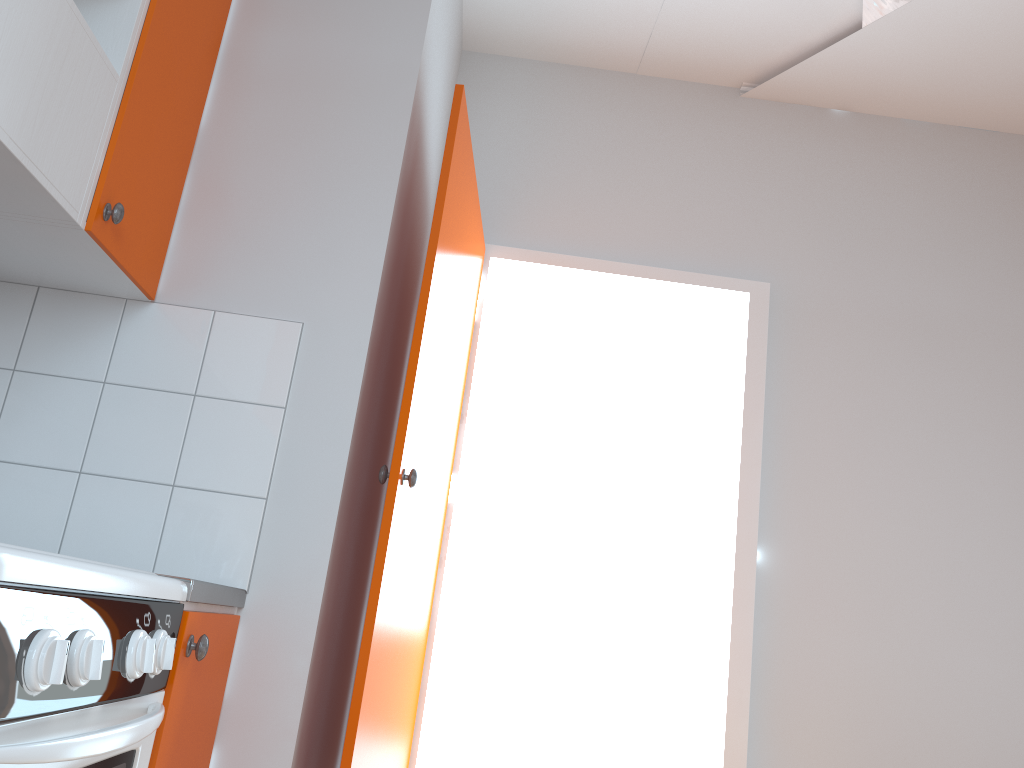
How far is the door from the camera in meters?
1.8 m

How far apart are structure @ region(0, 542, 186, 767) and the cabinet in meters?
0.0

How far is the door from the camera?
1.77m

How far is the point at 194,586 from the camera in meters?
1.4 m

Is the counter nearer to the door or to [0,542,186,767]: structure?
[0,542,186,767]: structure

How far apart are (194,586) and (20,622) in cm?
55

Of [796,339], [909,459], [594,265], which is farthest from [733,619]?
[594,265]

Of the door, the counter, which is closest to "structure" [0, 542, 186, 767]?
the counter

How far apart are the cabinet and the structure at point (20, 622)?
0.0 meters

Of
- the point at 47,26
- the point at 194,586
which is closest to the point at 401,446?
the point at 194,586
